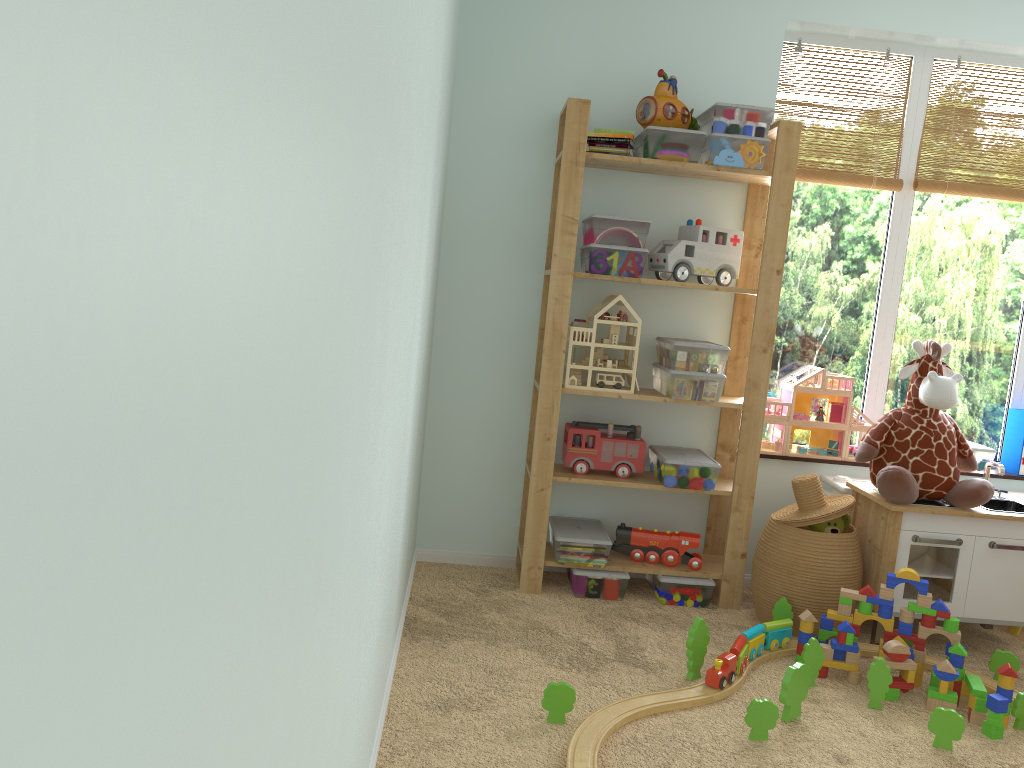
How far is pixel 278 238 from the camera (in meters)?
0.54

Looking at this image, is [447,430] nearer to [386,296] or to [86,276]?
[386,296]

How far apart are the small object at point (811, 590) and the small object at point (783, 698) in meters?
0.5

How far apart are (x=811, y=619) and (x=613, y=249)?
1.28m

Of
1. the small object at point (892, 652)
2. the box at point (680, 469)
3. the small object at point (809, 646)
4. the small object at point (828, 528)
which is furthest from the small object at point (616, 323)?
the small object at point (892, 652)

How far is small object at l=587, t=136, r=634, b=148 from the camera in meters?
2.9 m

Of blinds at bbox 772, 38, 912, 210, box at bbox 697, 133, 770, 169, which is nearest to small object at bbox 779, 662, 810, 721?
box at bbox 697, 133, 770, 169

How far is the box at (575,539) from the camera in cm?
298

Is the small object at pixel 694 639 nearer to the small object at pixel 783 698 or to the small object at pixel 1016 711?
the small object at pixel 783 698

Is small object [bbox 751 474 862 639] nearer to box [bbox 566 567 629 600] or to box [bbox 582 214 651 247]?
box [bbox 566 567 629 600]
